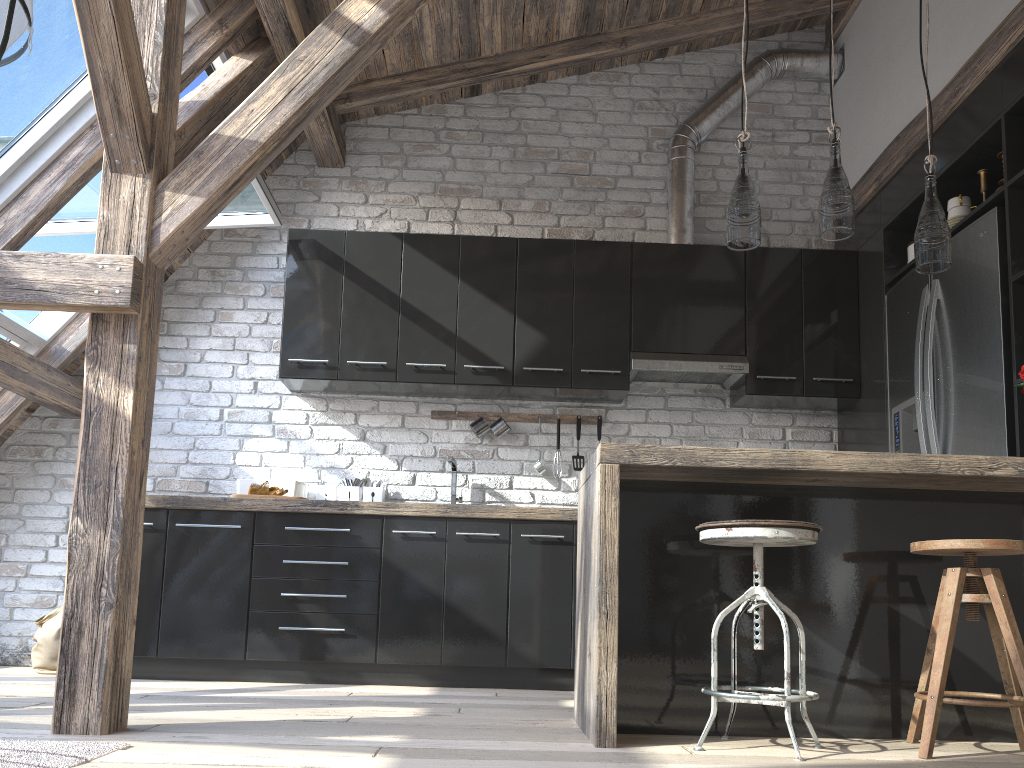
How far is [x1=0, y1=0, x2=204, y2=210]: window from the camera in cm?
339

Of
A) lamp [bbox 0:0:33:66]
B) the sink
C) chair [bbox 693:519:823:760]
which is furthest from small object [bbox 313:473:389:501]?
lamp [bbox 0:0:33:66]

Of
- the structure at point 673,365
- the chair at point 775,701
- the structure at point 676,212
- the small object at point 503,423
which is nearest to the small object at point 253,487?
the small object at point 503,423

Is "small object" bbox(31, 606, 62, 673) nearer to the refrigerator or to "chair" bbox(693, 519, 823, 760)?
"chair" bbox(693, 519, 823, 760)

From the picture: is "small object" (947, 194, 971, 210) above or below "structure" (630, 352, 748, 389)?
above

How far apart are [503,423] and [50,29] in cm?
267

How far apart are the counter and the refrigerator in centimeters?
54cm

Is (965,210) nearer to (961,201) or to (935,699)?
(961,201)

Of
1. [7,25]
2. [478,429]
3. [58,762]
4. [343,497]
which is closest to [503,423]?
[478,429]

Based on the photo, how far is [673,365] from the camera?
4.5 meters
